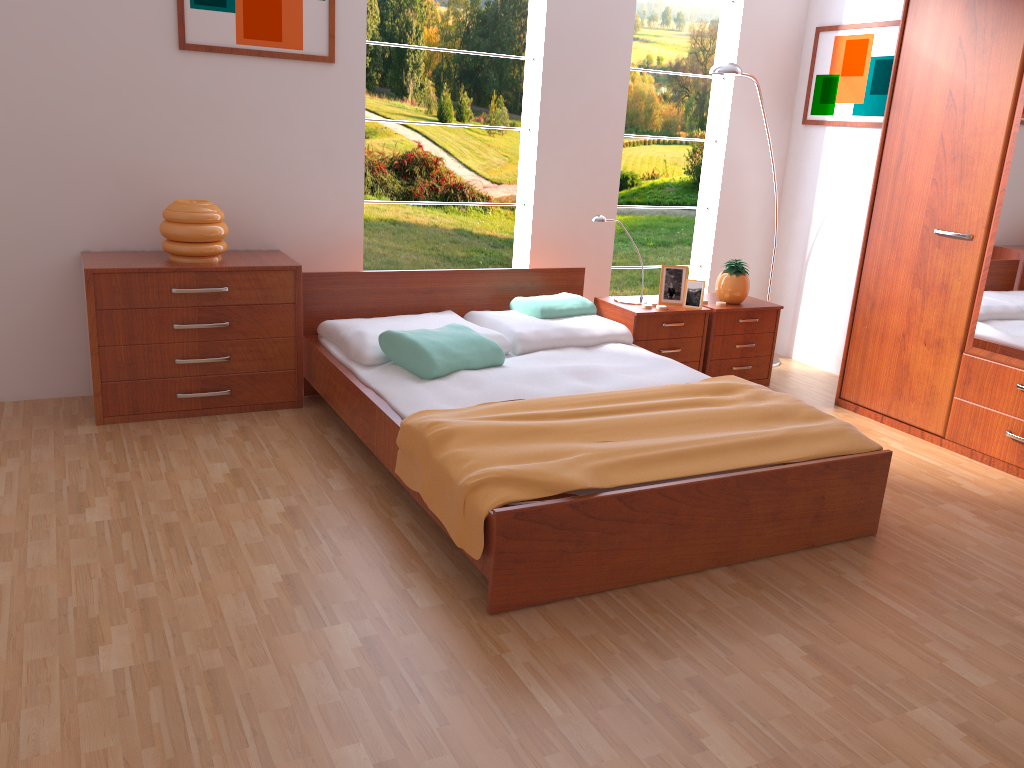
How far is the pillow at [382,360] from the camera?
3.4 meters

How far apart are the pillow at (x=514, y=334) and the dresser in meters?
1.1

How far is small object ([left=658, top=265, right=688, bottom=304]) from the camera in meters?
4.4 m

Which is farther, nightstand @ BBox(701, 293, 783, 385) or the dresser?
nightstand @ BBox(701, 293, 783, 385)

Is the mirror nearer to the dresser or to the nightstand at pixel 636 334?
the dresser

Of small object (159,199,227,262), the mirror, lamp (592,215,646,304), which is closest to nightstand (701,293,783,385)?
lamp (592,215,646,304)

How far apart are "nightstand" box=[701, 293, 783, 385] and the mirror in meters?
1.0 m

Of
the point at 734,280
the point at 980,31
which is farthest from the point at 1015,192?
the point at 734,280

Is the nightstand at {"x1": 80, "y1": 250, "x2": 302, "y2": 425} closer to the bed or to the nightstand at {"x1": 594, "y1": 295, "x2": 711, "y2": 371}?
the bed

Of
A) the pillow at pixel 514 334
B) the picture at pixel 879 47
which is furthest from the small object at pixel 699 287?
the picture at pixel 879 47
